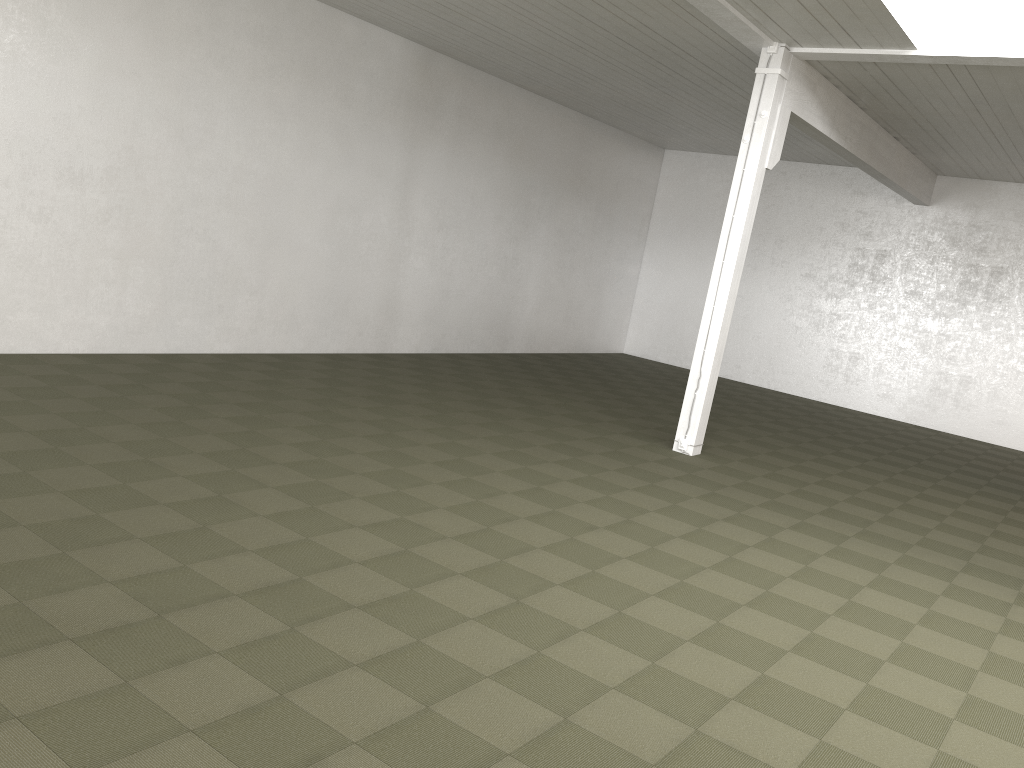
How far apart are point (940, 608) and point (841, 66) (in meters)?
6.40

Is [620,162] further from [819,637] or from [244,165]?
[819,637]

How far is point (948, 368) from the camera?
16.6m
